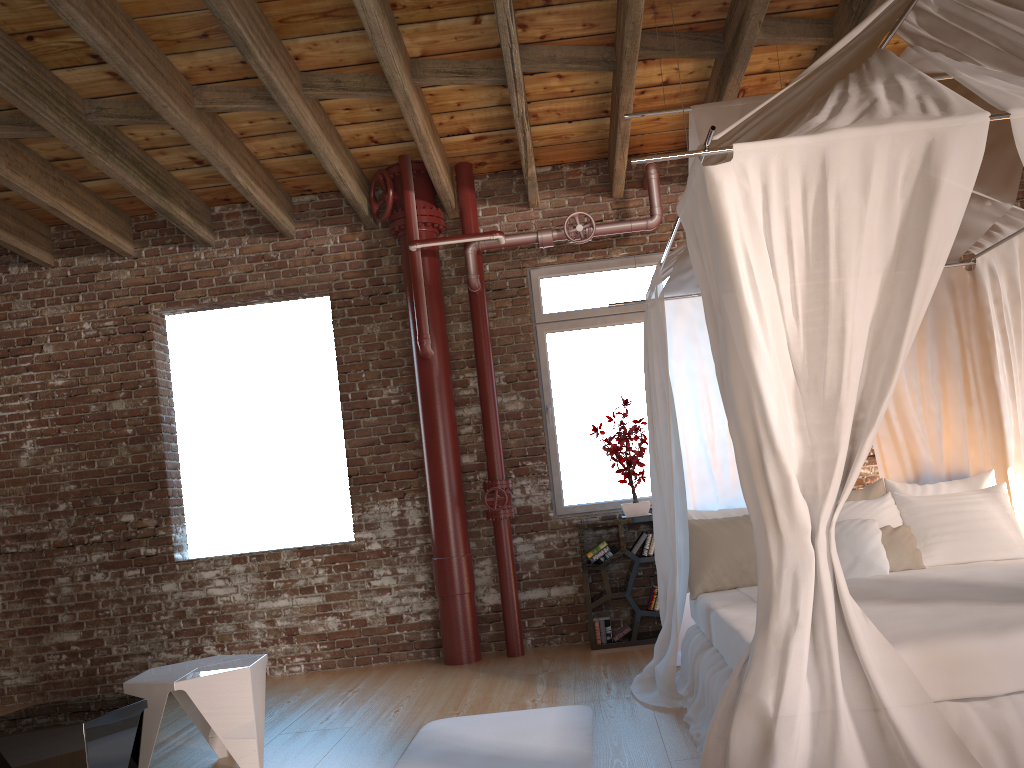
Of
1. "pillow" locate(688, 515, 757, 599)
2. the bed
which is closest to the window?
the bed

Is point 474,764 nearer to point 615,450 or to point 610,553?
point 610,553

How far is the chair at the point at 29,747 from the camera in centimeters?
301cm

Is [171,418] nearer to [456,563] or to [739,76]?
[456,563]

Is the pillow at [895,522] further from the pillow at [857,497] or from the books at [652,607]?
the books at [652,607]

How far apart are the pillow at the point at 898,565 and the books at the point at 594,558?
1.9m

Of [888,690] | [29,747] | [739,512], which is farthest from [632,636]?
[29,747]

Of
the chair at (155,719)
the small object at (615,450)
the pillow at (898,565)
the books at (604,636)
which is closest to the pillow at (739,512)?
the pillow at (898,565)

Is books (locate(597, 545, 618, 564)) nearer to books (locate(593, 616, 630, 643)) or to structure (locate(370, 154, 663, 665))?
books (locate(593, 616, 630, 643))

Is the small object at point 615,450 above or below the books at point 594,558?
above
